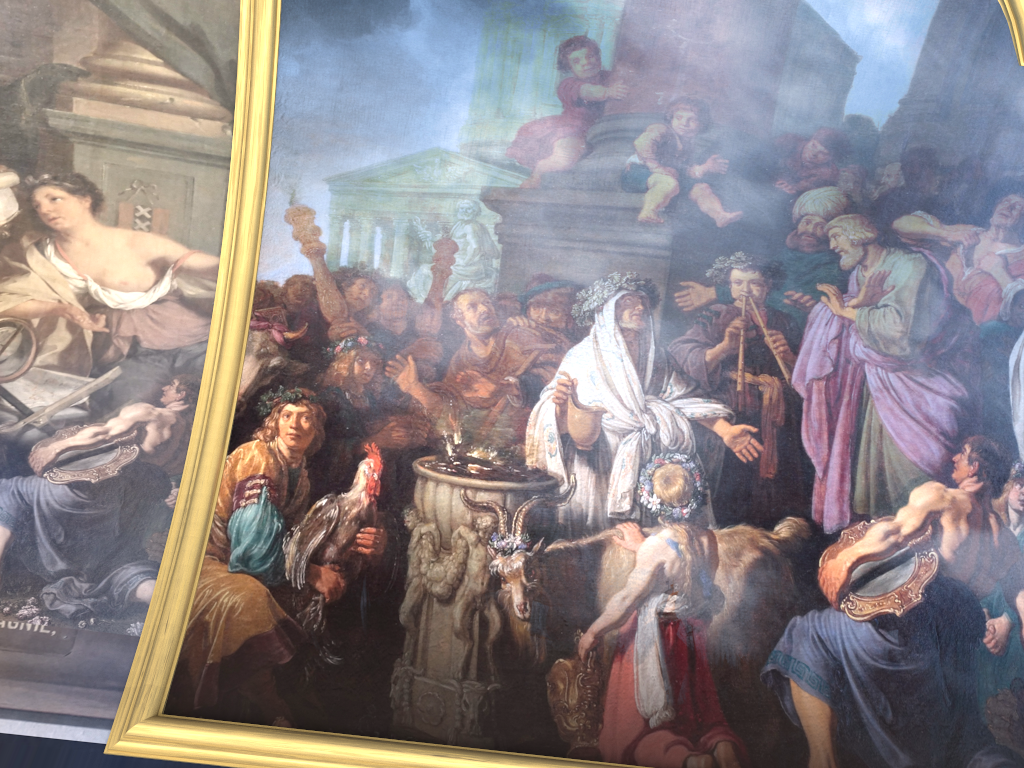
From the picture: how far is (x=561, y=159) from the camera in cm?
795

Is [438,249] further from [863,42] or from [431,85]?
[863,42]
